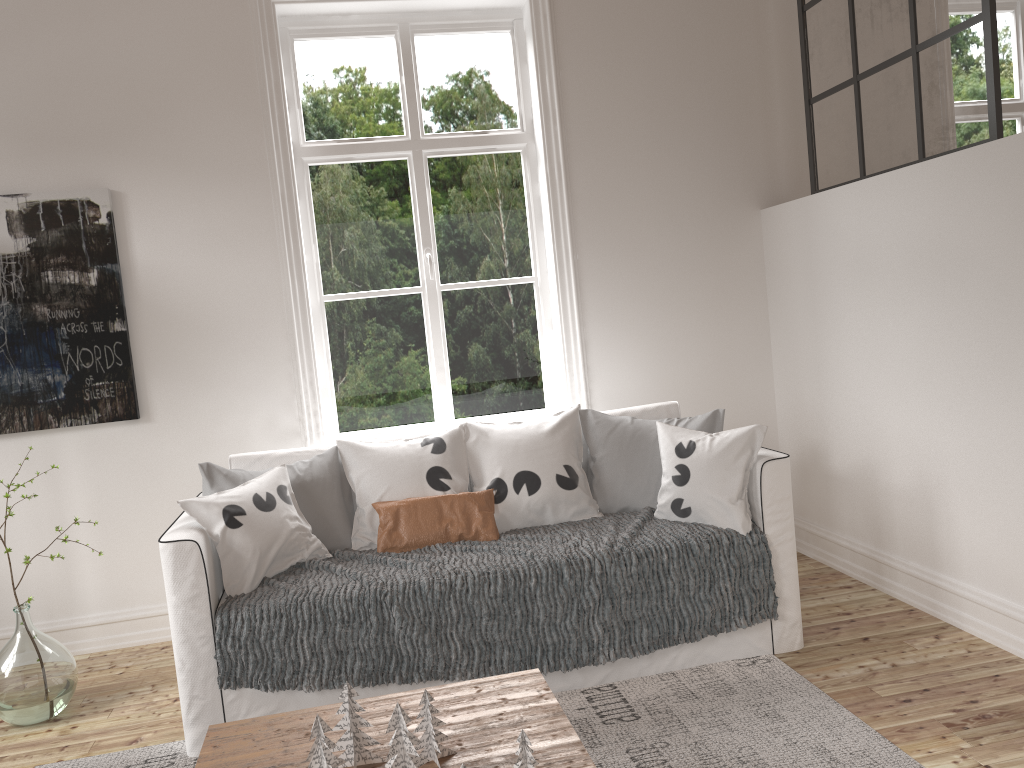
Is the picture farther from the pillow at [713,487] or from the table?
the table

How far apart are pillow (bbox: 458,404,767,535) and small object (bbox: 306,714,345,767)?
1.39m

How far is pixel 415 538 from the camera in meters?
2.9 m

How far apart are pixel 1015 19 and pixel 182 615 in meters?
4.6

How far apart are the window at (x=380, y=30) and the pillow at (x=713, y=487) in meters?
0.7 m

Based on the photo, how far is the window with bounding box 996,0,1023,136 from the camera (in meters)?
4.39

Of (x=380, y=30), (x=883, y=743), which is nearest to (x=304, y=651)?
(x=883, y=743)

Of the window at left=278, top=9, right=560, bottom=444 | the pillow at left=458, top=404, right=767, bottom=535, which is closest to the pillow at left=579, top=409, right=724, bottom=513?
the pillow at left=458, top=404, right=767, bottom=535

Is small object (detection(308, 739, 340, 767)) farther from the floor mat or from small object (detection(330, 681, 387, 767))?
the floor mat

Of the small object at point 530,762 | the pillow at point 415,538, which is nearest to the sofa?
the pillow at point 415,538
